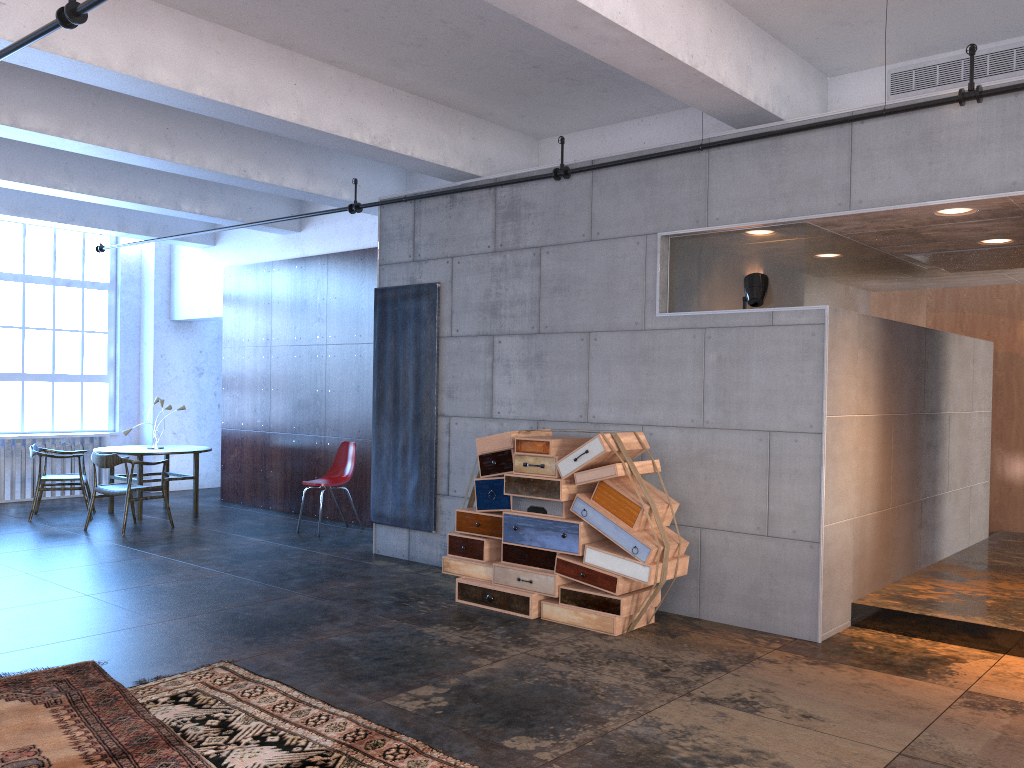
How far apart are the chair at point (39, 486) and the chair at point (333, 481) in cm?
296

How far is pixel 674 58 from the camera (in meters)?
5.02

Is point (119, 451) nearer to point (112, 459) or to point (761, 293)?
point (112, 459)

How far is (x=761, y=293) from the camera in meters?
5.9 m

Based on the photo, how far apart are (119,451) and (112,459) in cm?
106

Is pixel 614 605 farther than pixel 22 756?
Yes

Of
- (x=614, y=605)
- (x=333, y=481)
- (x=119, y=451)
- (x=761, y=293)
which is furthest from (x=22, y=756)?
(x=119, y=451)

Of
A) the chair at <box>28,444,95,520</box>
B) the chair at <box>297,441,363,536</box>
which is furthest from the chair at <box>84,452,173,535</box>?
the chair at <box>297,441,363,536</box>

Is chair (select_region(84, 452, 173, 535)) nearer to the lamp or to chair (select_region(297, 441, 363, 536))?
chair (select_region(297, 441, 363, 536))

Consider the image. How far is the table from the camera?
10.3m
